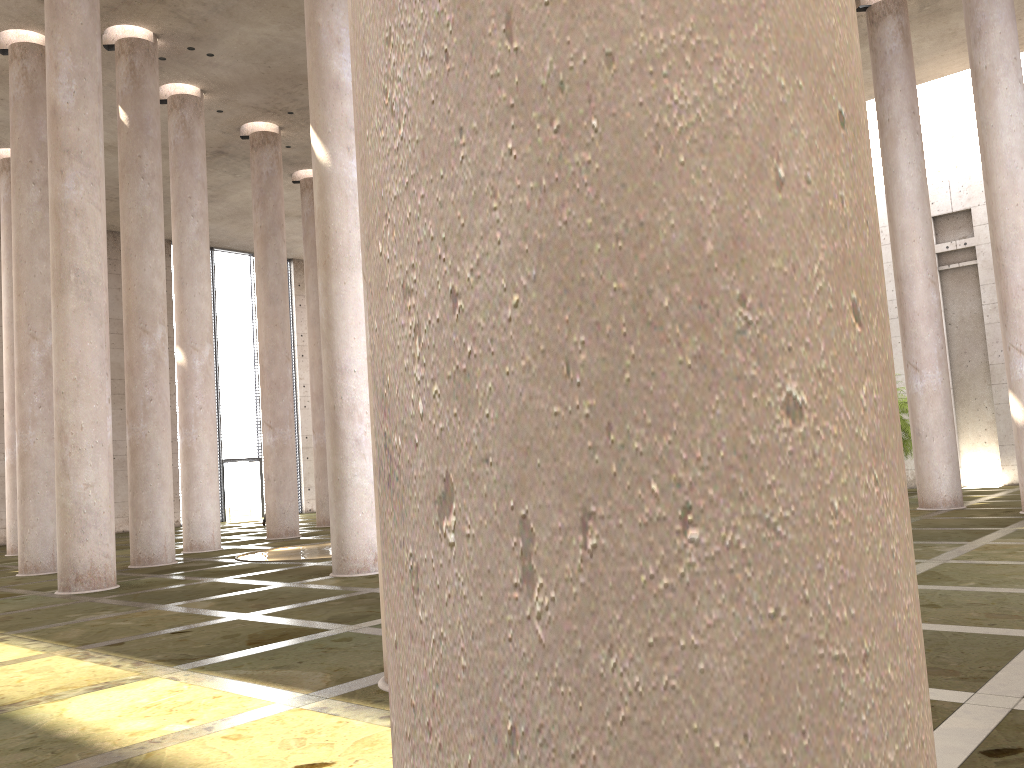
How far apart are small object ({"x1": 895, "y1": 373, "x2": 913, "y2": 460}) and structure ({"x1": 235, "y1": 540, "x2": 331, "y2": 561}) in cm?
1453

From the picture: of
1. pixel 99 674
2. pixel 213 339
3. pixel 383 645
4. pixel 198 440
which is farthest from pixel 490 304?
pixel 213 339

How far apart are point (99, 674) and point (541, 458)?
7.3 meters

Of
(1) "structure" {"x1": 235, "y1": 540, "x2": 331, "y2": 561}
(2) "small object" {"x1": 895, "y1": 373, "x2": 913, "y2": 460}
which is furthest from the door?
(2) "small object" {"x1": 895, "y1": 373, "x2": 913, "y2": 460}

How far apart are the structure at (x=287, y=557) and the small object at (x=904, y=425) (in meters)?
14.53

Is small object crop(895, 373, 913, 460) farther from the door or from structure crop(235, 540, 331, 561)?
the door

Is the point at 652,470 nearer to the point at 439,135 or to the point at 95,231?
the point at 439,135

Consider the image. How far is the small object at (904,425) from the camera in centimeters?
2243cm

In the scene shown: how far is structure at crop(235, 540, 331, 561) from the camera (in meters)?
→ 16.53

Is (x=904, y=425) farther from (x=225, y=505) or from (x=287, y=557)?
(x=225, y=505)
